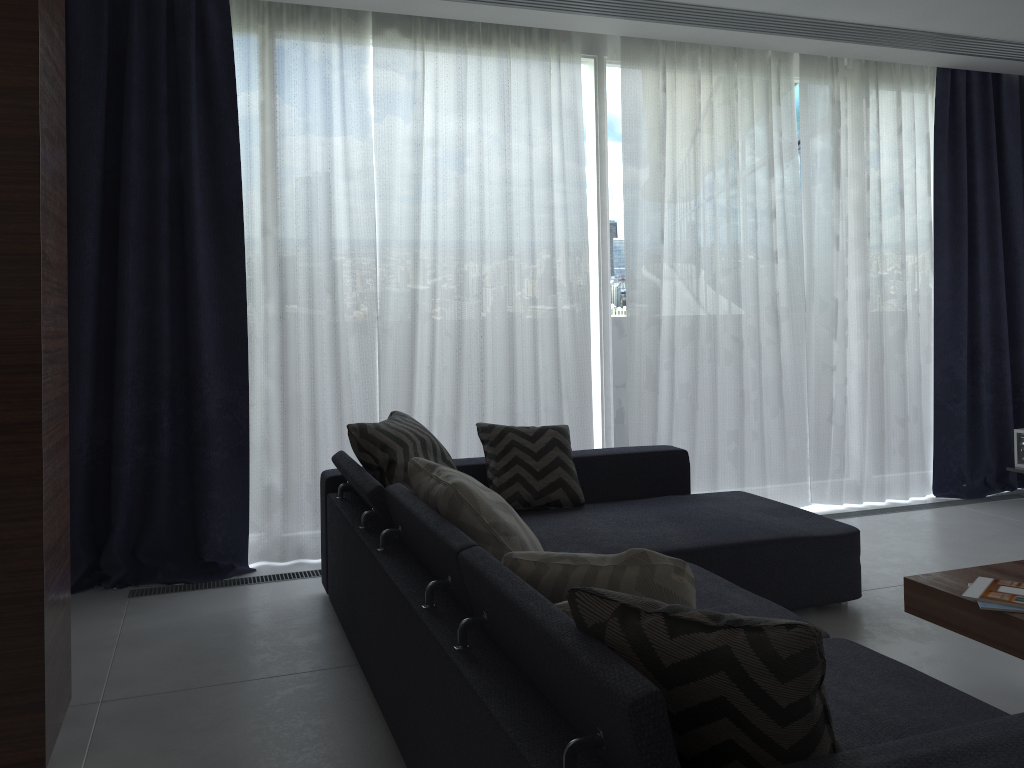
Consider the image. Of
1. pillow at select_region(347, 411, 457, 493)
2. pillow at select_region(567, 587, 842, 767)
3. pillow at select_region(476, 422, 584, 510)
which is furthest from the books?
pillow at select_region(347, 411, 457, 493)

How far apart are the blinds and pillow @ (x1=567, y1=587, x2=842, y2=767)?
2.8 meters

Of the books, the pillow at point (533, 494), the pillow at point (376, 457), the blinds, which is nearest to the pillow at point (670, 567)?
the books

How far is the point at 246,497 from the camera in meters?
4.0 m

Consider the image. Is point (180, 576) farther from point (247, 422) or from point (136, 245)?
point (136, 245)

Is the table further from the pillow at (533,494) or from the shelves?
the shelves

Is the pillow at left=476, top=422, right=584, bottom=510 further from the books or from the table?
the books

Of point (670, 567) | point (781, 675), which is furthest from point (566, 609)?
point (781, 675)

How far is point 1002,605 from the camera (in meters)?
2.29

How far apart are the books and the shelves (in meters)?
2.25
